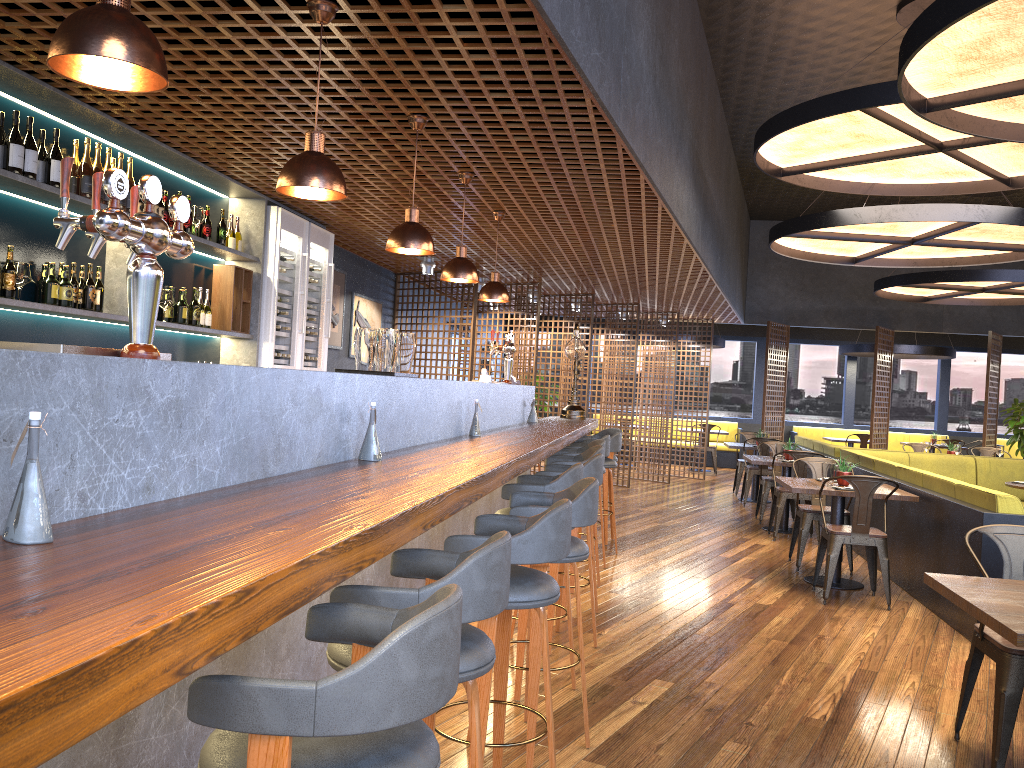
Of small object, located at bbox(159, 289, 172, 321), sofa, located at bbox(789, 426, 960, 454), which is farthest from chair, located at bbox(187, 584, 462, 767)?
sofa, located at bbox(789, 426, 960, 454)

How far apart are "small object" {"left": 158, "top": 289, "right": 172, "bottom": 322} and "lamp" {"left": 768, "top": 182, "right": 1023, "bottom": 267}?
5.7 meters

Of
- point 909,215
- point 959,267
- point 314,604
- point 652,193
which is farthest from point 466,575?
point 959,267

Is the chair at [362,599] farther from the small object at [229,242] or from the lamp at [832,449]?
the lamp at [832,449]

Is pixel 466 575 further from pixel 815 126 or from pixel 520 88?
pixel 815 126

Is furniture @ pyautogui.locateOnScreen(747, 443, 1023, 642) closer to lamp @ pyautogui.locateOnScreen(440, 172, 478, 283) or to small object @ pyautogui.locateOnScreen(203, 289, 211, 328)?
lamp @ pyautogui.locateOnScreen(440, 172, 478, 283)

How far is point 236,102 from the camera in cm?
437

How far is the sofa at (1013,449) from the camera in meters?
17.3 m

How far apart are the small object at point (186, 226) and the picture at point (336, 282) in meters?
3.3 m

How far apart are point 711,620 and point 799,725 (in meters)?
1.72
